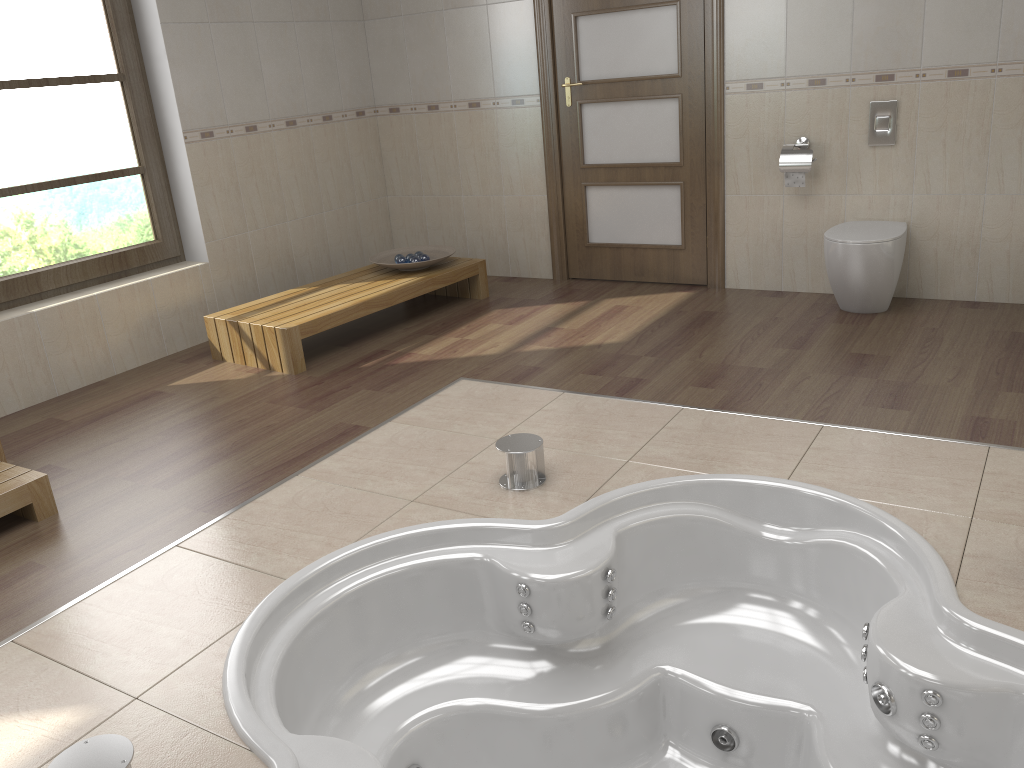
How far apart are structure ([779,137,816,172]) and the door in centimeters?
48cm

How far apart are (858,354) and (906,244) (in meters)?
0.96

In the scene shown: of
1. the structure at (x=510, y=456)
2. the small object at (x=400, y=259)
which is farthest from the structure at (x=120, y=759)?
the small object at (x=400, y=259)

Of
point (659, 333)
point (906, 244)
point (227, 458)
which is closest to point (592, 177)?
point (659, 333)

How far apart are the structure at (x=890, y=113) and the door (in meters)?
0.84

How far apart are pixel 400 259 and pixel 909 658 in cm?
358

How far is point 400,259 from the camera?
4.9 meters

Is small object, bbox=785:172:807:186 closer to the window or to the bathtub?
the bathtub

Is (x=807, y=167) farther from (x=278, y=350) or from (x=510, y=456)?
(x=278, y=350)

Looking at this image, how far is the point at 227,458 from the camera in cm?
318
